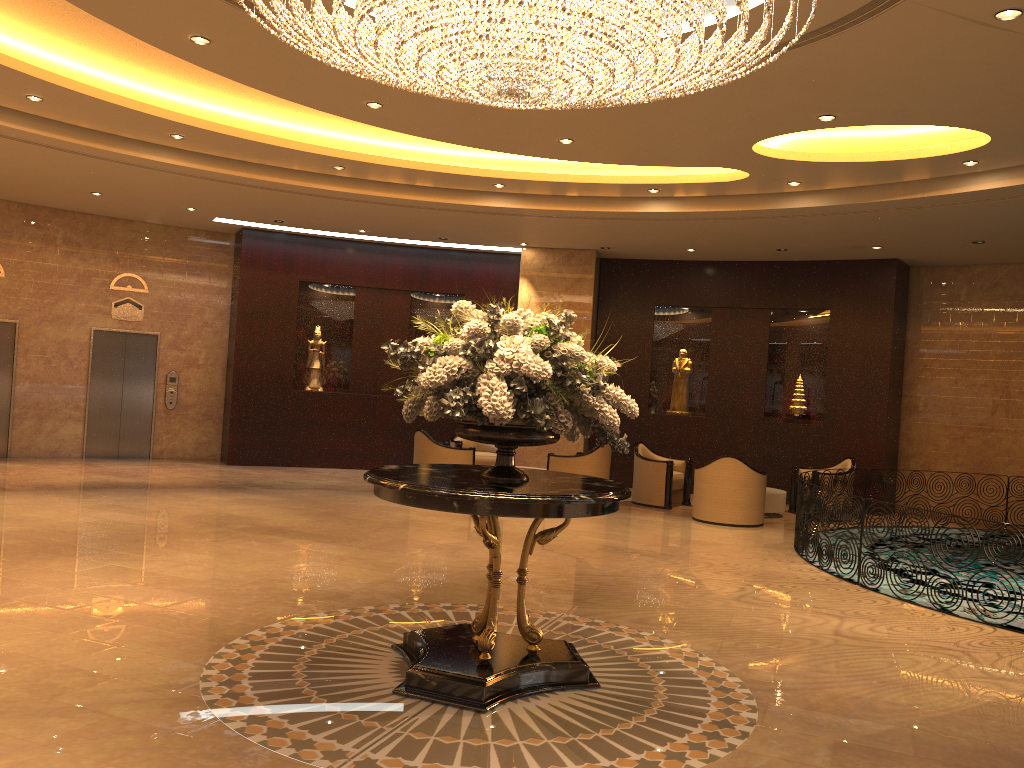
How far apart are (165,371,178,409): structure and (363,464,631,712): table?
11.17m

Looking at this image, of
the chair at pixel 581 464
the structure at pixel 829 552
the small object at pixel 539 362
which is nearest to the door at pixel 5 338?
the chair at pixel 581 464

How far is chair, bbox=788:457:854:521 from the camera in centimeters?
1279cm

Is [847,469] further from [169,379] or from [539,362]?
[169,379]

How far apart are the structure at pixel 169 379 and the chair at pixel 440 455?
4.99m

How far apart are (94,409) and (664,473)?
9.28m

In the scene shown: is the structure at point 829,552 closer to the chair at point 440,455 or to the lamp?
the lamp

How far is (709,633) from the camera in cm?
610

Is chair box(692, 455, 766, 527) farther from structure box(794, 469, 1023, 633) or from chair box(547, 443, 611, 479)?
chair box(547, 443, 611, 479)

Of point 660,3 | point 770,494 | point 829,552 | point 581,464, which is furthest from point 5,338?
point 660,3
